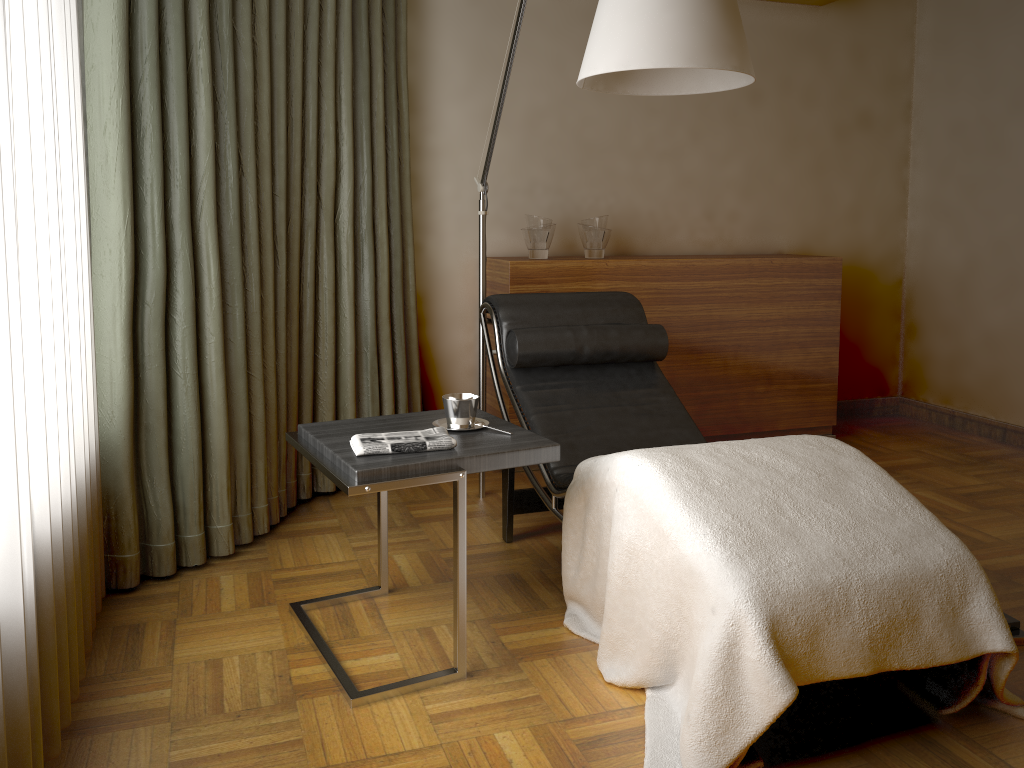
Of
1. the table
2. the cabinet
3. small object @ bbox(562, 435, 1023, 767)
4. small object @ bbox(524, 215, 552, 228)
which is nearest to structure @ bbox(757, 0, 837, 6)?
the cabinet

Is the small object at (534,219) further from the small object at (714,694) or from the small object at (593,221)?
the small object at (714,694)

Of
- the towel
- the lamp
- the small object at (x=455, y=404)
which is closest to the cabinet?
the lamp

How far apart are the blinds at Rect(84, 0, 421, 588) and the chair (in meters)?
0.52

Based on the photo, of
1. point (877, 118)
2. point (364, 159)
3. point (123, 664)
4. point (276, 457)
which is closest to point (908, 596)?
point (123, 664)

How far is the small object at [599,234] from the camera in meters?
3.8

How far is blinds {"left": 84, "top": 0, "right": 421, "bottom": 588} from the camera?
2.4 meters

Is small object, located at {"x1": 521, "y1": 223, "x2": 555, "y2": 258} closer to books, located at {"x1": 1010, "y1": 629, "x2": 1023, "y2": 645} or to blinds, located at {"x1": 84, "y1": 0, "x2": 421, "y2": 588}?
blinds, located at {"x1": 84, "y1": 0, "x2": 421, "y2": 588}

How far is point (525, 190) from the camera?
4.04m

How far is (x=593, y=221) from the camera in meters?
3.8
